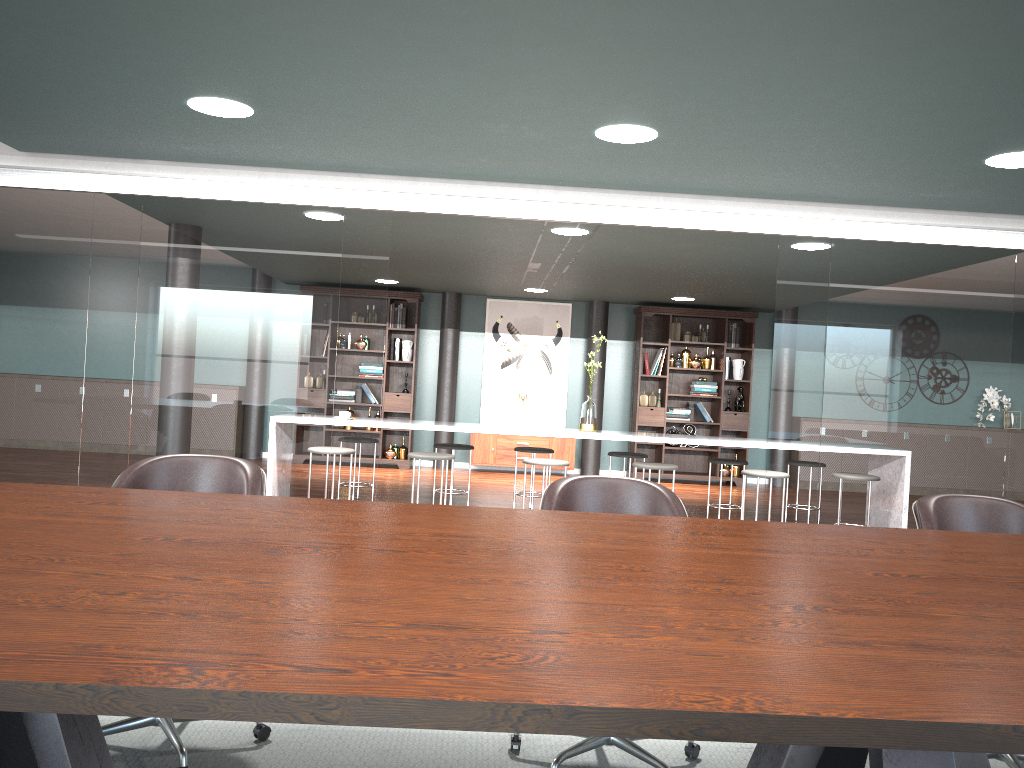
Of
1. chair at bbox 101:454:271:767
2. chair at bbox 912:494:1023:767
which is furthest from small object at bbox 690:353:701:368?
chair at bbox 101:454:271:767

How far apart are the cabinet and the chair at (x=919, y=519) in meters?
7.5 m

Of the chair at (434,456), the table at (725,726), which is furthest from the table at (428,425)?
the table at (725,726)

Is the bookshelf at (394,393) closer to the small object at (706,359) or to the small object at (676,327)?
the small object at (676,327)

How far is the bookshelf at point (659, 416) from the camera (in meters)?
9.99

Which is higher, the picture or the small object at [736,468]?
the picture

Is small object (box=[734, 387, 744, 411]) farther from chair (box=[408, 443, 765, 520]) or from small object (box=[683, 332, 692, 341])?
chair (box=[408, 443, 765, 520])

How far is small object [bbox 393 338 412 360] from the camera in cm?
1003

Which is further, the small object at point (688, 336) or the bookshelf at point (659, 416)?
the small object at point (688, 336)

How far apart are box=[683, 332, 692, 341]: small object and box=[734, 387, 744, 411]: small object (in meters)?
0.88
